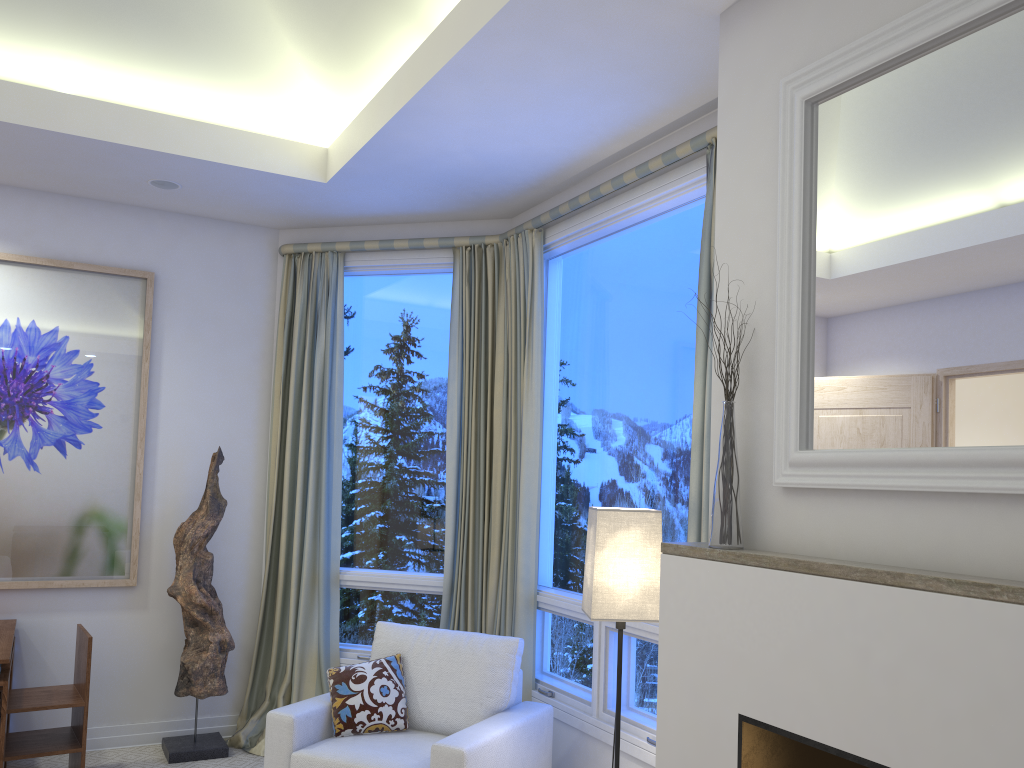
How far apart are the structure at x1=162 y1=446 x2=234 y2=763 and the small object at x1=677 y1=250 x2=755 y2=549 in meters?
2.7 m

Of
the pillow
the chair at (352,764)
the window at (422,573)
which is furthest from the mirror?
the window at (422,573)

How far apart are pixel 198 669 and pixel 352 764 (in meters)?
1.35

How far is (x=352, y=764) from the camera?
2.8 meters

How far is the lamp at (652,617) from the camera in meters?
2.5

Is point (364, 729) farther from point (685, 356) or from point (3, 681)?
point (685, 356)

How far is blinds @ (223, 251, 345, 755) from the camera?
4.1m

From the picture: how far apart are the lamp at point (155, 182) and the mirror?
2.8m

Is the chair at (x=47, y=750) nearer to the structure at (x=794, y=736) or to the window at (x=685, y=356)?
the window at (x=685, y=356)

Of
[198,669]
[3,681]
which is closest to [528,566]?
[198,669]
